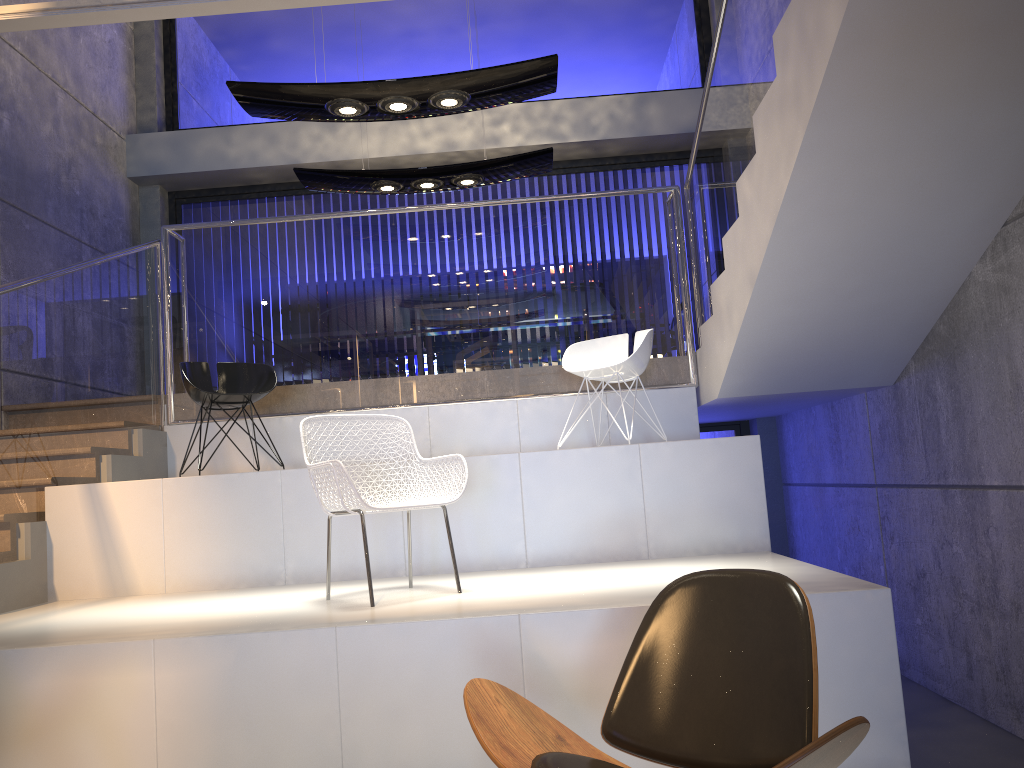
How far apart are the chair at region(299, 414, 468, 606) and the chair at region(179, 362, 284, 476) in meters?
1.7

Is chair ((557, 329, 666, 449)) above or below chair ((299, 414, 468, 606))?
above

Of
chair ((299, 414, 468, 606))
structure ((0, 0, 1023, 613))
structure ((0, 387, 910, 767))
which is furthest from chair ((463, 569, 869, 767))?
structure ((0, 0, 1023, 613))

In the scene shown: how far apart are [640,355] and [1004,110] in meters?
2.3

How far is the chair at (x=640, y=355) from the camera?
5.31m

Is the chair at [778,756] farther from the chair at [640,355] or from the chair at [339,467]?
the chair at [640,355]

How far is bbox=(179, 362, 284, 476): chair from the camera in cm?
529

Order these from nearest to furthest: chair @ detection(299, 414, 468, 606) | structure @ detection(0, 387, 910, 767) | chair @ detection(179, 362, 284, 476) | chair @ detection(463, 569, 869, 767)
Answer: chair @ detection(463, 569, 869, 767) → structure @ detection(0, 387, 910, 767) → chair @ detection(299, 414, 468, 606) → chair @ detection(179, 362, 284, 476)

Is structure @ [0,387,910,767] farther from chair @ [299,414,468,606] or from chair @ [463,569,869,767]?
chair @ [463,569,869,767]

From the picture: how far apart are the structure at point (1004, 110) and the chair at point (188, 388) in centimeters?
42cm
